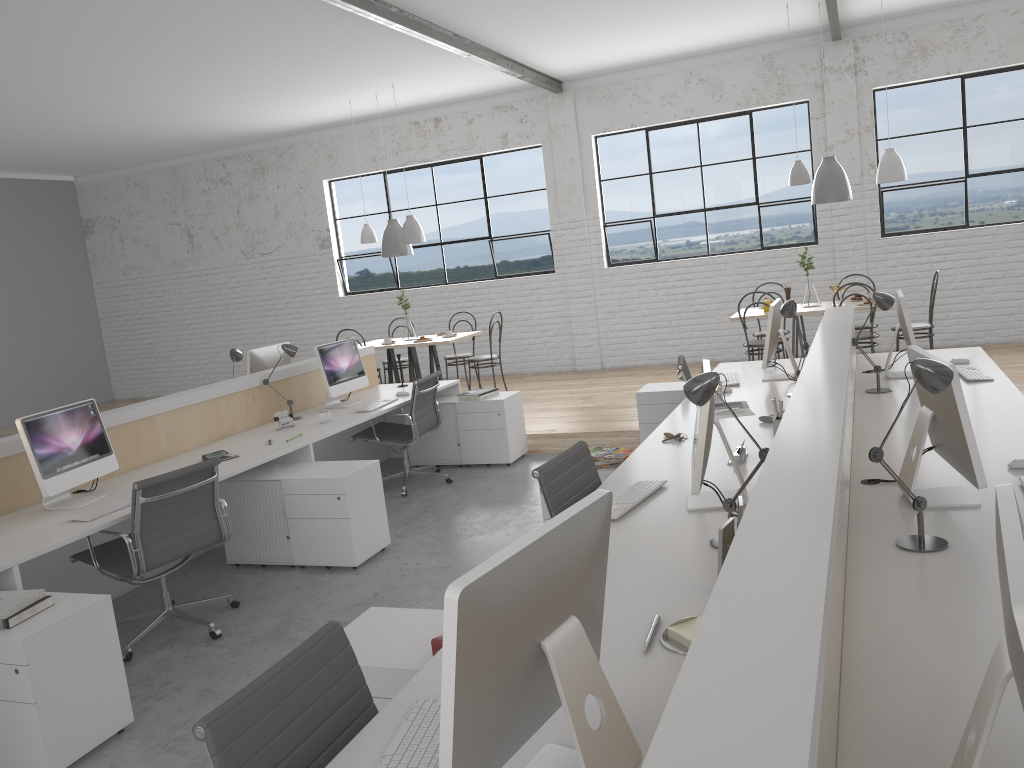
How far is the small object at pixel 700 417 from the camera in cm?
219

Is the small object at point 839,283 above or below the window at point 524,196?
below

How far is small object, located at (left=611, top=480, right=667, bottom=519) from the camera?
2.4 meters

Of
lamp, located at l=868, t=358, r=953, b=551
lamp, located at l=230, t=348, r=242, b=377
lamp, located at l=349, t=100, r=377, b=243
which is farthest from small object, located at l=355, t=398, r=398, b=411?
lamp, located at l=868, t=358, r=953, b=551

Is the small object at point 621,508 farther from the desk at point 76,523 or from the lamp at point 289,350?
the lamp at point 289,350

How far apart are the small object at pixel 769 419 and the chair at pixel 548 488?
0.9m

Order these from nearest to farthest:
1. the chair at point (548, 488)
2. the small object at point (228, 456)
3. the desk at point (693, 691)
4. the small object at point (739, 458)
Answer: the desk at point (693, 691) → the chair at point (548, 488) → the small object at point (739, 458) → the small object at point (228, 456)

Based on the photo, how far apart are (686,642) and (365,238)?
6.09m

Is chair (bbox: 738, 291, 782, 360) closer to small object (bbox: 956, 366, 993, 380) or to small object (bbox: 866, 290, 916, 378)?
small object (bbox: 866, 290, 916, 378)

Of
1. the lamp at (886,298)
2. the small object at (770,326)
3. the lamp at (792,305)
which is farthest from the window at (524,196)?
the lamp at (886,298)
